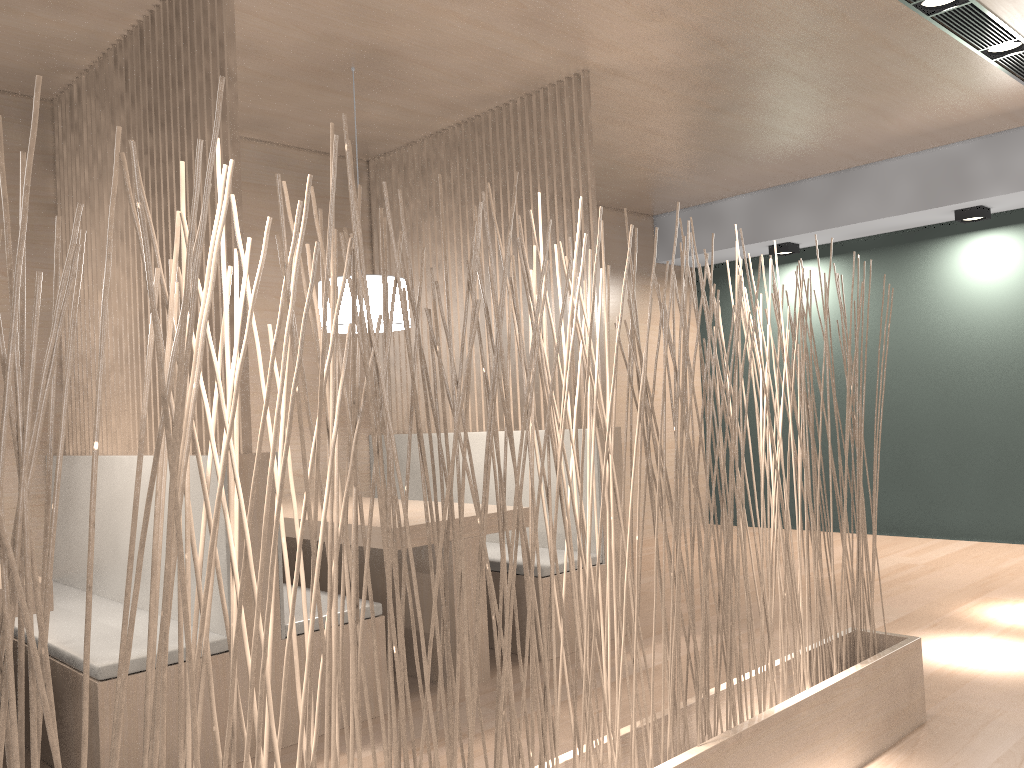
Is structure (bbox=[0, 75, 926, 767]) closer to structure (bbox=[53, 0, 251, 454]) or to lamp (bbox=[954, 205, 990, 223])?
structure (bbox=[53, 0, 251, 454])

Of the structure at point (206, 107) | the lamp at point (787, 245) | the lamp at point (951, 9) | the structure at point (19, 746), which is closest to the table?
the structure at point (206, 107)

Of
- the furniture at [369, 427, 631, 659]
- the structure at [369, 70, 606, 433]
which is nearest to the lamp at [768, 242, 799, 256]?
the structure at [369, 70, 606, 433]

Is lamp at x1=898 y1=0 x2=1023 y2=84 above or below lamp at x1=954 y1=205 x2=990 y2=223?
above

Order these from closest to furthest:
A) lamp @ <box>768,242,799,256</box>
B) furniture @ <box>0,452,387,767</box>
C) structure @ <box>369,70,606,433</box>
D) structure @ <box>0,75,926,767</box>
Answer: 1. structure @ <box>0,75,926,767</box>
2. furniture @ <box>0,452,387,767</box>
3. structure @ <box>369,70,606,433</box>
4. lamp @ <box>768,242,799,256</box>

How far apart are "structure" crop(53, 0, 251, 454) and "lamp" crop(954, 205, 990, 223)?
2.9 meters

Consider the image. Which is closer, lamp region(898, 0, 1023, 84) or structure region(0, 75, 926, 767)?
structure region(0, 75, 926, 767)

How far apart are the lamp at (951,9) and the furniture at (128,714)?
1.9 meters

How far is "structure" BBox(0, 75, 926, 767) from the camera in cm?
73

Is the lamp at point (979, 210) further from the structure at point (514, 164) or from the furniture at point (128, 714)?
the furniture at point (128, 714)
